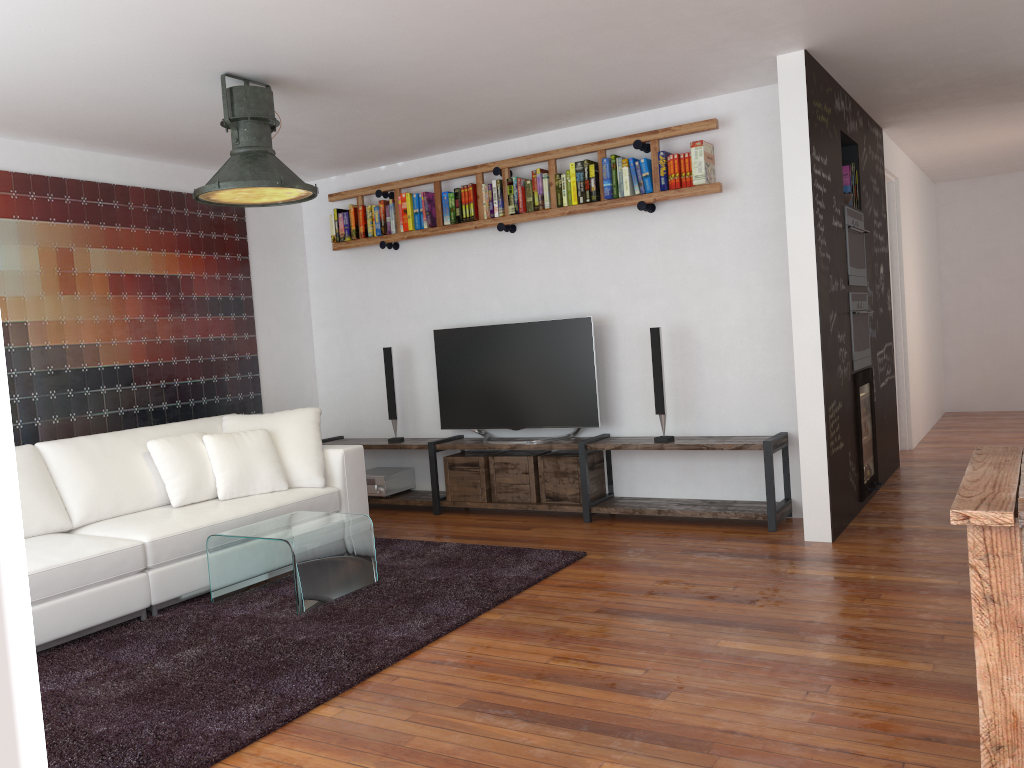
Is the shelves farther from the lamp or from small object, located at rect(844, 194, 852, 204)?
the lamp

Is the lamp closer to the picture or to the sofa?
the sofa

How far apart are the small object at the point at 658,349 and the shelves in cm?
6

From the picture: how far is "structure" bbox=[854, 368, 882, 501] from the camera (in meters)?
5.26

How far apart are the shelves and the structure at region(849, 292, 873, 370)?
0.64m

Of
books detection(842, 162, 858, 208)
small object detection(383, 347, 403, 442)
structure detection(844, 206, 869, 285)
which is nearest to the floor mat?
small object detection(383, 347, 403, 442)

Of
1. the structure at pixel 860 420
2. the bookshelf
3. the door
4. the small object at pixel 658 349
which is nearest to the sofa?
the bookshelf

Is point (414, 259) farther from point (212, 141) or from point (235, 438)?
point (235, 438)

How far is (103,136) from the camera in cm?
511

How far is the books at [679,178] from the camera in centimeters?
521cm
